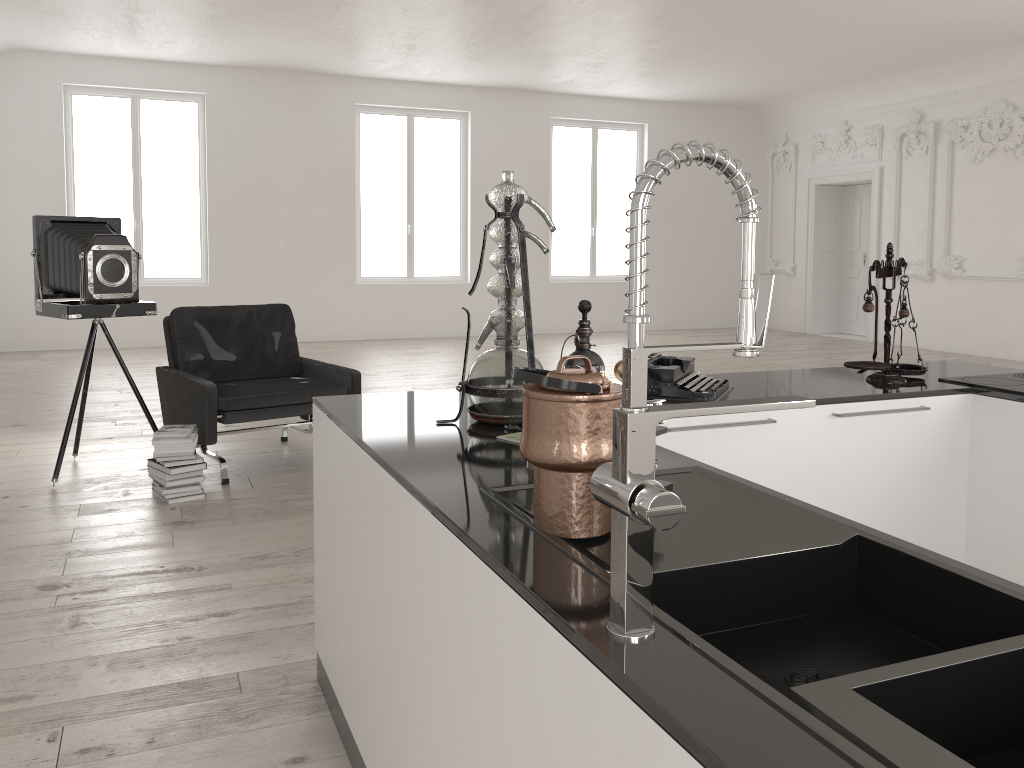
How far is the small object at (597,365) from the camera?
2.46m

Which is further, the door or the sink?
the door

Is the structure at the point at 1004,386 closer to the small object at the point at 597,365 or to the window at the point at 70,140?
the small object at the point at 597,365

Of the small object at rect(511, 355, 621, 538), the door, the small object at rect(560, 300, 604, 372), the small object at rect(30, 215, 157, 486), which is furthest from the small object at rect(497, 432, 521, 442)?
the door

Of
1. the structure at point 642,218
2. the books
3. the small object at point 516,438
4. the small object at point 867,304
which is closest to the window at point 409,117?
the books

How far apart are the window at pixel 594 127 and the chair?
9.06m

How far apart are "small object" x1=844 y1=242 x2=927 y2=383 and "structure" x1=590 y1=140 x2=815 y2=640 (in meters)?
Answer: 1.95

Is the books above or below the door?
below

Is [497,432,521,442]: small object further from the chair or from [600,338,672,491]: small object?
the chair

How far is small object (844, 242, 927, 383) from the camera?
2.9m
